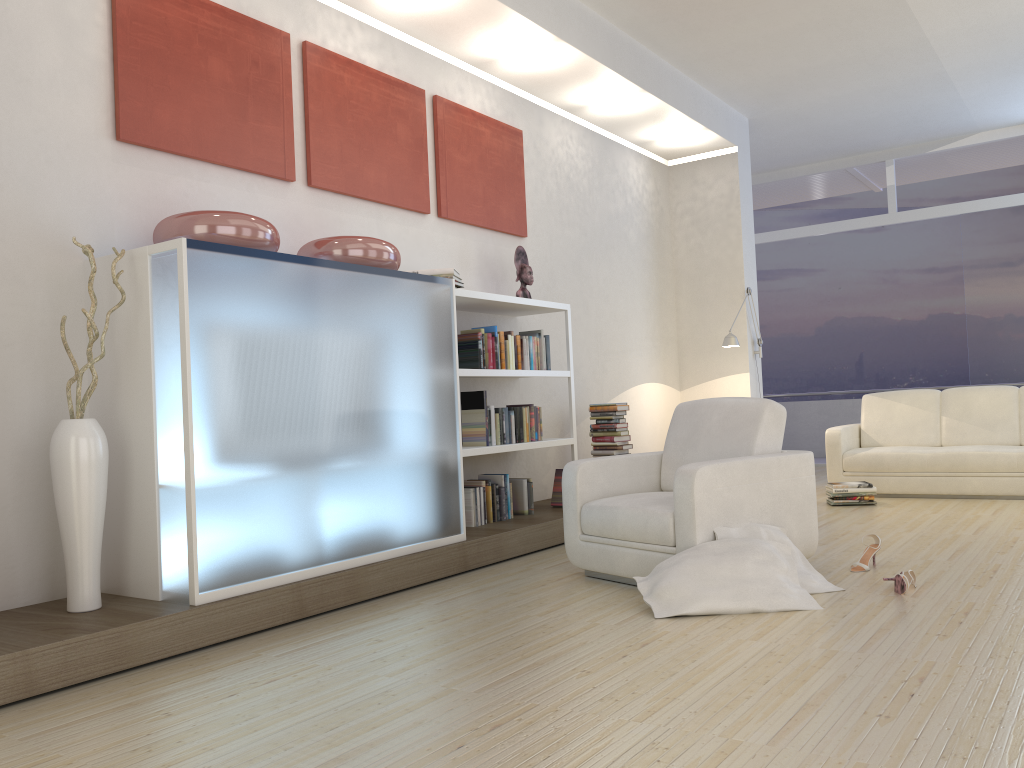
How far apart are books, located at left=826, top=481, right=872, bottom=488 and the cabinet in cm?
338

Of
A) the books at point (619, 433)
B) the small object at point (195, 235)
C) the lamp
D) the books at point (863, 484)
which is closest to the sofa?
the books at point (863, 484)

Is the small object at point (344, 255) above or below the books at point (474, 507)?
above

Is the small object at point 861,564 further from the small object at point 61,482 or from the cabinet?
the small object at point 61,482

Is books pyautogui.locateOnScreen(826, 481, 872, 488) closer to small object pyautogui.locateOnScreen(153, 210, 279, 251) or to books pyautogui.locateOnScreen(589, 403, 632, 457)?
books pyautogui.locateOnScreen(589, 403, 632, 457)

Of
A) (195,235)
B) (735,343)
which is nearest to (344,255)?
(195,235)

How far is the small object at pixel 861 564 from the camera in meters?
4.2

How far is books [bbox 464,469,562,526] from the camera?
5.3 meters

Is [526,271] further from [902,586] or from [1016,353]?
[1016,353]

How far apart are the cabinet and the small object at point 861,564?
2.0 meters
